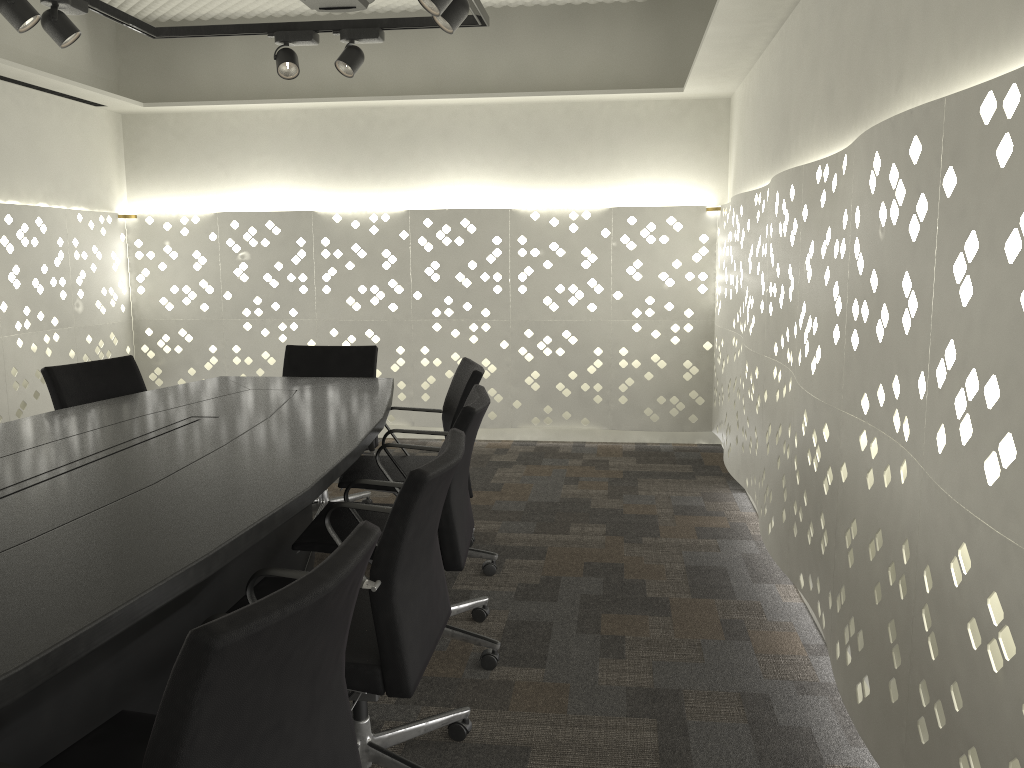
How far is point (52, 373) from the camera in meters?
3.2

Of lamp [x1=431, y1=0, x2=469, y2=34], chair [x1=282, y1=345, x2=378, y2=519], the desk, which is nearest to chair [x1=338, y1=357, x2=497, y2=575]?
the desk

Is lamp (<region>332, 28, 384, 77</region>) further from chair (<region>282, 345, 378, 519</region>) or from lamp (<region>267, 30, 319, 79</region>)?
chair (<region>282, 345, 378, 519</region>)

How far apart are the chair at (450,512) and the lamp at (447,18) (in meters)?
1.22

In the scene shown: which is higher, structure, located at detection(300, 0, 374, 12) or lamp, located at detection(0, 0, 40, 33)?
structure, located at detection(300, 0, 374, 12)

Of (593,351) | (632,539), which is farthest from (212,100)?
(632,539)

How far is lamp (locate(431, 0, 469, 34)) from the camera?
2.91m

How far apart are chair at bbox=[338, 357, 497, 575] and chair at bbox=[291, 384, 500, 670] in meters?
0.4 m

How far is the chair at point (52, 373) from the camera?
3.2 meters

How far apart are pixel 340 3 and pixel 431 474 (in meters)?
3.04
